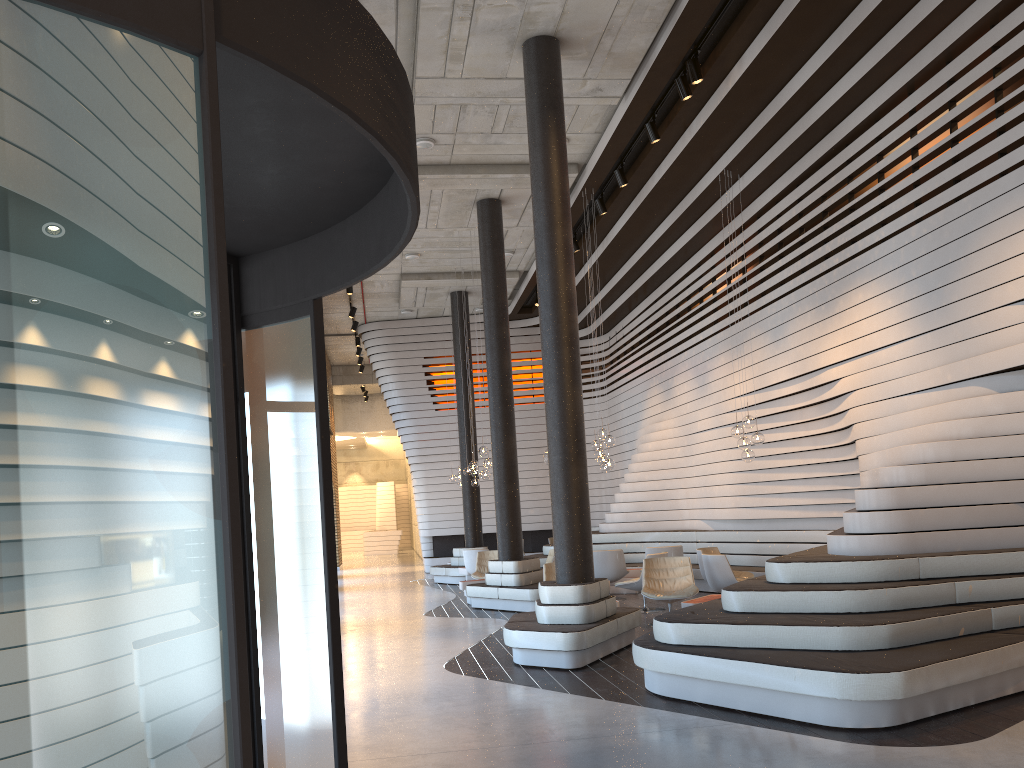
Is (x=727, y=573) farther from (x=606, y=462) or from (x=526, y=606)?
(x=526, y=606)

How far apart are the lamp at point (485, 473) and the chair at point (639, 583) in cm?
353

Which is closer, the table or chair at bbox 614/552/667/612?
chair at bbox 614/552/667/612

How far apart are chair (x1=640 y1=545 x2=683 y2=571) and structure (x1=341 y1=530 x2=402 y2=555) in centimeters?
2107cm

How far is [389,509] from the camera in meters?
35.9 m

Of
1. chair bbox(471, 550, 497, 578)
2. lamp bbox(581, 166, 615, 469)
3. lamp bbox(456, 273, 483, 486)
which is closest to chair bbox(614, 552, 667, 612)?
lamp bbox(581, 166, 615, 469)

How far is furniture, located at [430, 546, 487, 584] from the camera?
17.3 meters

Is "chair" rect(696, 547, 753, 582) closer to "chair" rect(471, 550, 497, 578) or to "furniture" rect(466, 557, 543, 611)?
"furniture" rect(466, 557, 543, 611)

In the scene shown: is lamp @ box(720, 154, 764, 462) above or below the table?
above

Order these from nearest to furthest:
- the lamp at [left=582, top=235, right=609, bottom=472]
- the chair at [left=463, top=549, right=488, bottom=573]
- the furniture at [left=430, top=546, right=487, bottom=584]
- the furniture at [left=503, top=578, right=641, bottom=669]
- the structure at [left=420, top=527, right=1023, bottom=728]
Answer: the structure at [left=420, top=527, right=1023, bottom=728] → the furniture at [left=503, top=578, right=641, bottom=669] → the lamp at [left=582, top=235, right=609, bottom=472] → the chair at [left=463, top=549, right=488, bottom=573] → the furniture at [left=430, top=546, right=487, bottom=584]
